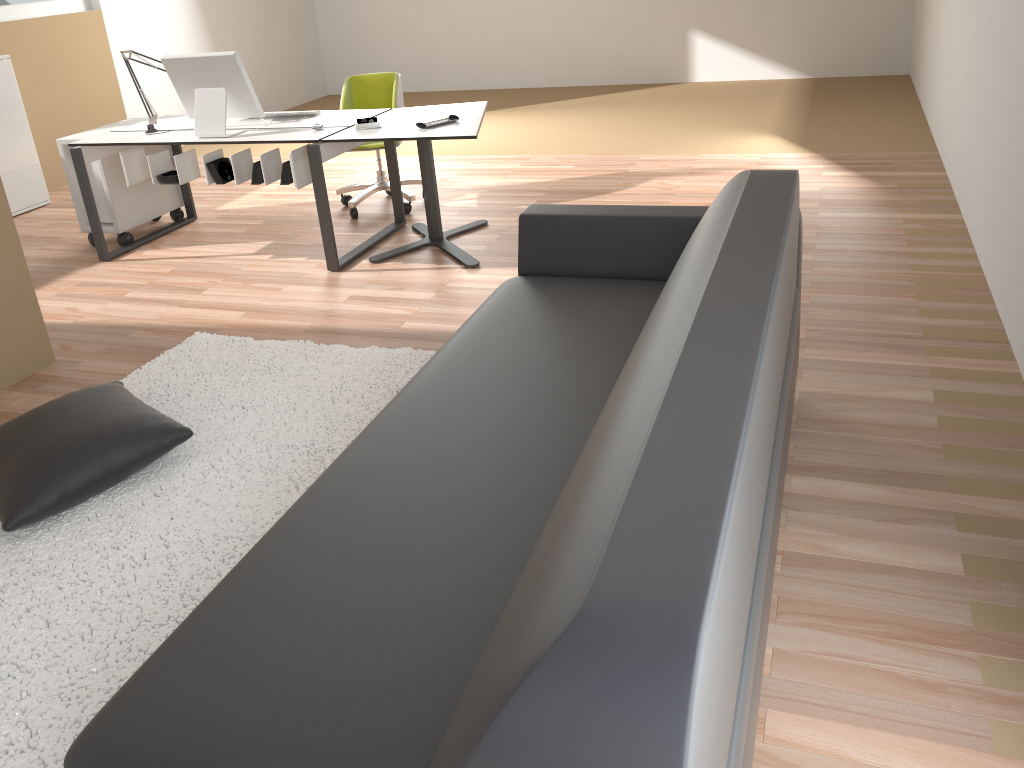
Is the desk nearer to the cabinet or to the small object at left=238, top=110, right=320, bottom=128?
the small object at left=238, top=110, right=320, bottom=128

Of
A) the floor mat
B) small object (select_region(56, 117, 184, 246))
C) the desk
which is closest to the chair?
the desk

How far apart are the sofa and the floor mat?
0.6 meters

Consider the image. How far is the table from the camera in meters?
4.1 m

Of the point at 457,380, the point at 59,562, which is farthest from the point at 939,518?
the point at 59,562

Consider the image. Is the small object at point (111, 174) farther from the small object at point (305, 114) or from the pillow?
the pillow

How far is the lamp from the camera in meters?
4.8

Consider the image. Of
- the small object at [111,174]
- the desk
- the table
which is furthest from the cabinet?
the table

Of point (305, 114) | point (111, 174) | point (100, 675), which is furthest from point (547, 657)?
point (111, 174)

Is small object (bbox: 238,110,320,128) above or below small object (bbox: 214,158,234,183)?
above
